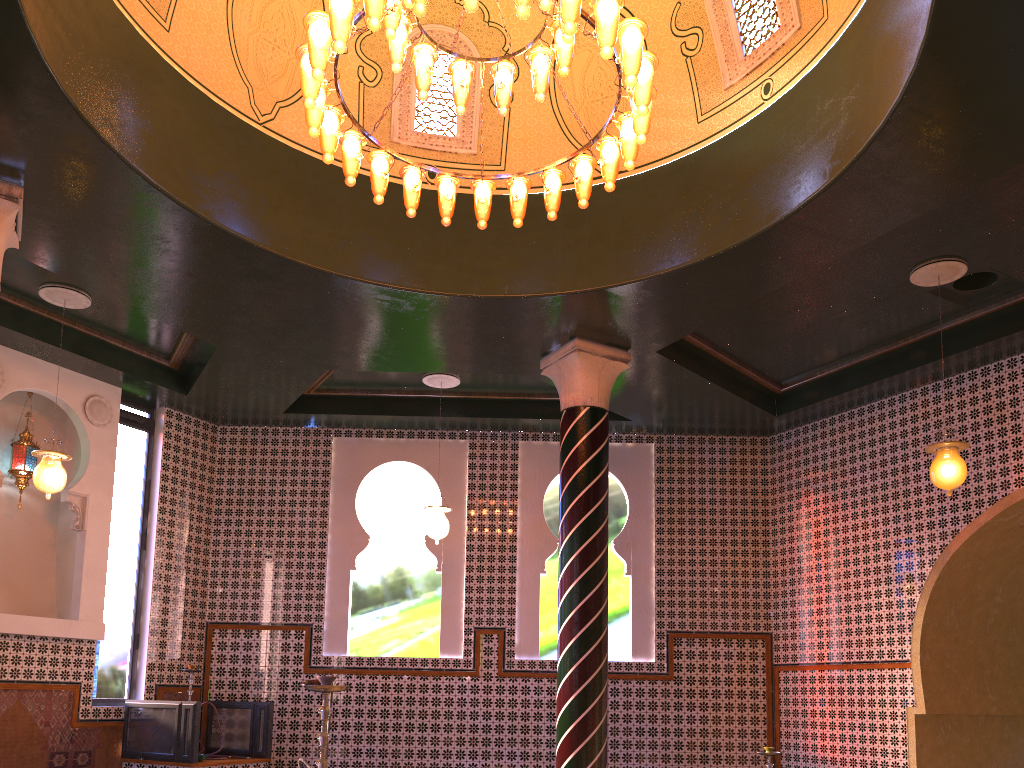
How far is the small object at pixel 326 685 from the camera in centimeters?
471cm

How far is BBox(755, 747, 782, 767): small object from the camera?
9.11m

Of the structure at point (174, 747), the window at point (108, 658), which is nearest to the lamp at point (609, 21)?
the structure at point (174, 747)

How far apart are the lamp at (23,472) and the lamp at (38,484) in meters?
1.7 m

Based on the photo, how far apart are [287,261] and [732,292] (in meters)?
4.58

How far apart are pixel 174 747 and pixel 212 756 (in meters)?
0.69

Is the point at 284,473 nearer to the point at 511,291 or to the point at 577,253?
the point at 511,291

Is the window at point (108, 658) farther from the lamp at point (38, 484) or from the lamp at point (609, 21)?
the lamp at point (609, 21)

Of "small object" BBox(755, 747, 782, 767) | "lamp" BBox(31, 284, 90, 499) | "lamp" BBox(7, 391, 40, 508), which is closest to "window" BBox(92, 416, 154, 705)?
"lamp" BBox(7, 391, 40, 508)

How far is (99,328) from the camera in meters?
10.8
